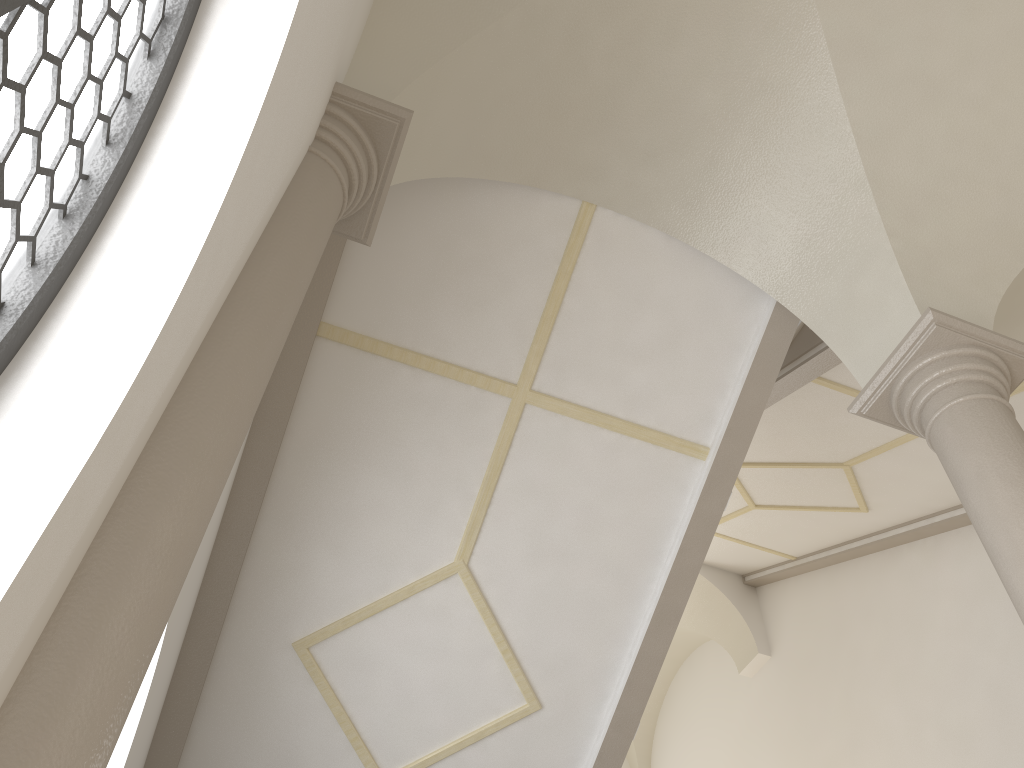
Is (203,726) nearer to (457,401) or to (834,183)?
(457,401)

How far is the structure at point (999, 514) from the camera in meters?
3.7

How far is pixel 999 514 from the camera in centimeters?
367cm

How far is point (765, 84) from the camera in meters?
4.9 m

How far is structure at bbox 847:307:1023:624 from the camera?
3.7 meters
